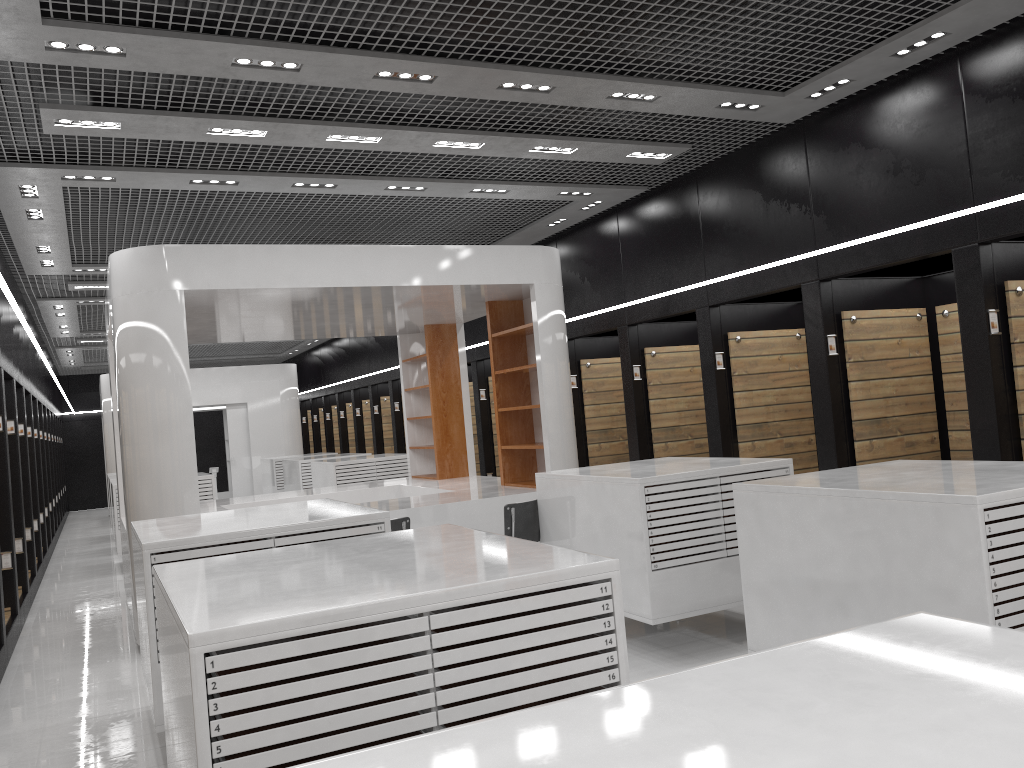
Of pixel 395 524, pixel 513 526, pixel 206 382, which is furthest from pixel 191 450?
pixel 206 382

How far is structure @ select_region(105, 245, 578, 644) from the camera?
7.19m

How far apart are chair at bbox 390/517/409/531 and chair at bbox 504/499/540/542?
0.8 meters

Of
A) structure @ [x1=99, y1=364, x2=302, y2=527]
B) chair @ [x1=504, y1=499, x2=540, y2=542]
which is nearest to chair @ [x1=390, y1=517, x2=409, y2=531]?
chair @ [x1=504, y1=499, x2=540, y2=542]

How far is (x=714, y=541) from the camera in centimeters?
603cm

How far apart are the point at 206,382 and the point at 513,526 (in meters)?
14.64

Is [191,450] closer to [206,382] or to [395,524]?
[395,524]

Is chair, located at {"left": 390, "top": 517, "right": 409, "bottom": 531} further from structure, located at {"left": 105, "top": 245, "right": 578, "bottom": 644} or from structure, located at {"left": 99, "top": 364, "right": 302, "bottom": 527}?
structure, located at {"left": 99, "top": 364, "right": 302, "bottom": 527}

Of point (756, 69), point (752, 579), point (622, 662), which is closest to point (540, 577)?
point (622, 662)

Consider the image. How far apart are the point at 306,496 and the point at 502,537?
7.5 meters
